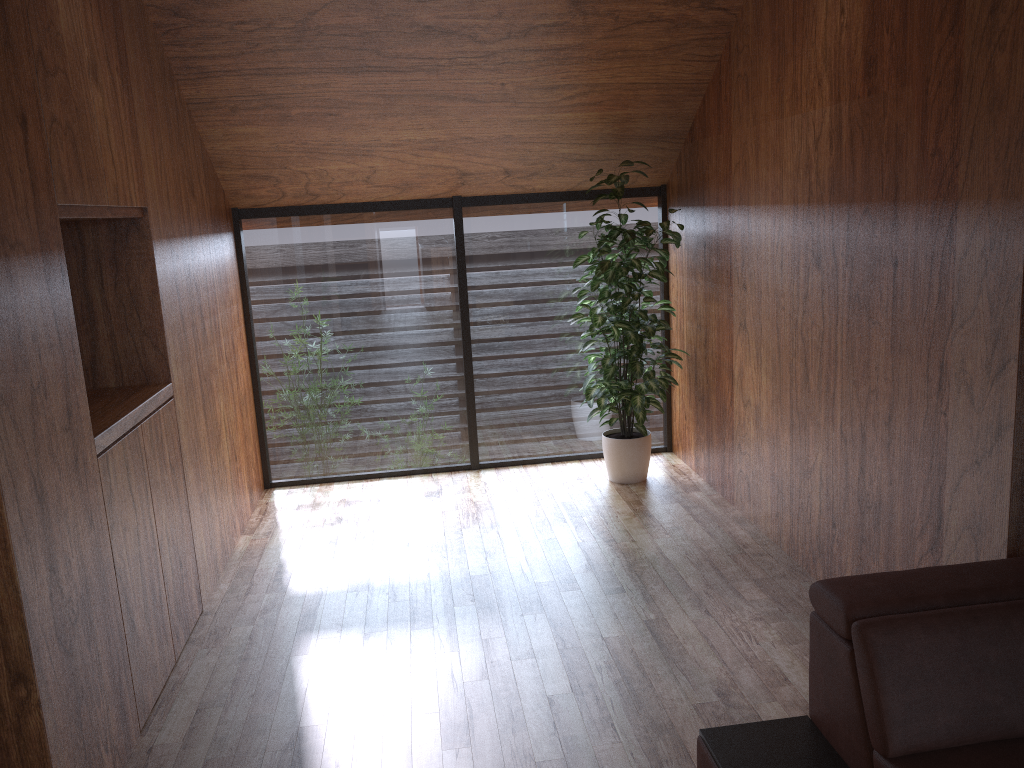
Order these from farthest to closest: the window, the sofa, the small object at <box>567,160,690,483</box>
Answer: the window, the small object at <box>567,160,690,483</box>, the sofa

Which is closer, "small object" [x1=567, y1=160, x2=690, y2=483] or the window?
"small object" [x1=567, y1=160, x2=690, y2=483]

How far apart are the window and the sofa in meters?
3.1 m

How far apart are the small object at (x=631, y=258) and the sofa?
2.28m

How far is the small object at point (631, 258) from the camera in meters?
4.4

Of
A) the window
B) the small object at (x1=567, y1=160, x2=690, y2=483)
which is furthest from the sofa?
the window

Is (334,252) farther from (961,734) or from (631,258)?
(961,734)

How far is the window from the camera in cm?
487

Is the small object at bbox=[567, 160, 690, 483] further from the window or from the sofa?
the sofa

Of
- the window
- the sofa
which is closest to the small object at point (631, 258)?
the window
